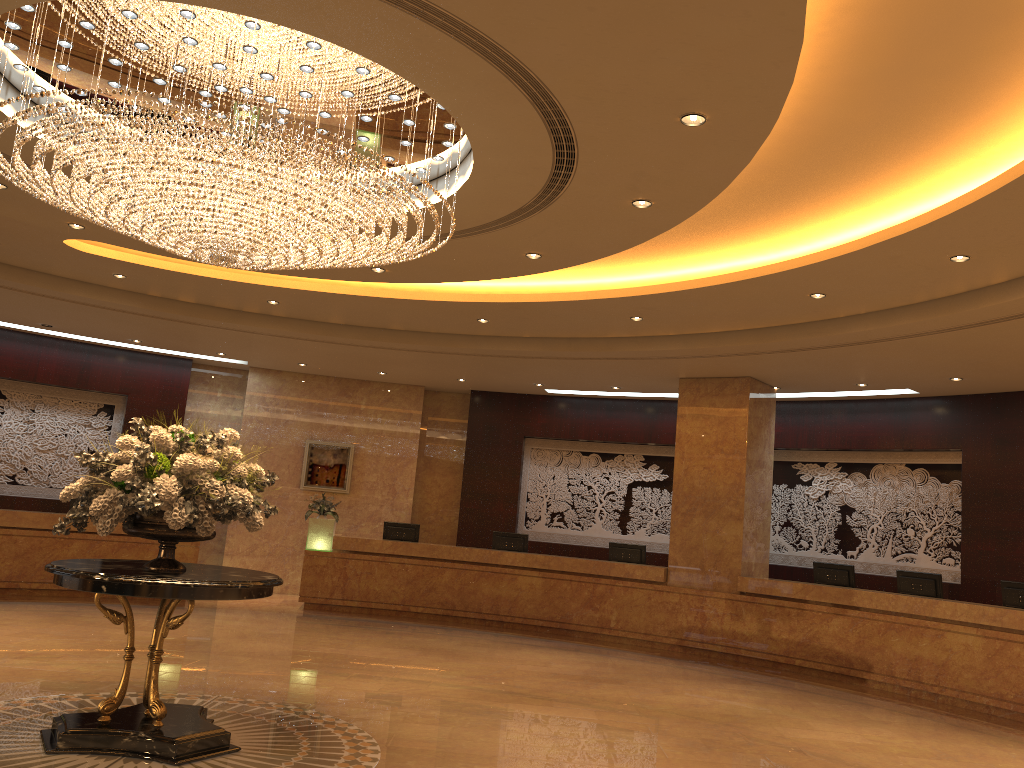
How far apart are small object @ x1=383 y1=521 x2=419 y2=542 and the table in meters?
8.3 m

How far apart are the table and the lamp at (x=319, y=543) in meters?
7.7 m

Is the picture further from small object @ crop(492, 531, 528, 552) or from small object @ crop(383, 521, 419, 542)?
small object @ crop(492, 531, 528, 552)

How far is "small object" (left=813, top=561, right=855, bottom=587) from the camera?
11.81m

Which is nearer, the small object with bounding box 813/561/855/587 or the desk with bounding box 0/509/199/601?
the small object with bounding box 813/561/855/587

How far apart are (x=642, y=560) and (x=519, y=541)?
2.0 meters

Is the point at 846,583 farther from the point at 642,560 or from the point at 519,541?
the point at 519,541

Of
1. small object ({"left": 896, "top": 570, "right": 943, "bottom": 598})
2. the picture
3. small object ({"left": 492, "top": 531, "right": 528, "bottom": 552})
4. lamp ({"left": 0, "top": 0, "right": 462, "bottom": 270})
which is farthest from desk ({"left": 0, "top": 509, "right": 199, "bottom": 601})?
small object ({"left": 896, "top": 570, "right": 943, "bottom": 598})

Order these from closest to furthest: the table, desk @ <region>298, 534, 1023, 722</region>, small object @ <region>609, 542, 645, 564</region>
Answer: the table
desk @ <region>298, 534, 1023, 722</region>
small object @ <region>609, 542, 645, 564</region>

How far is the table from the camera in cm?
527
